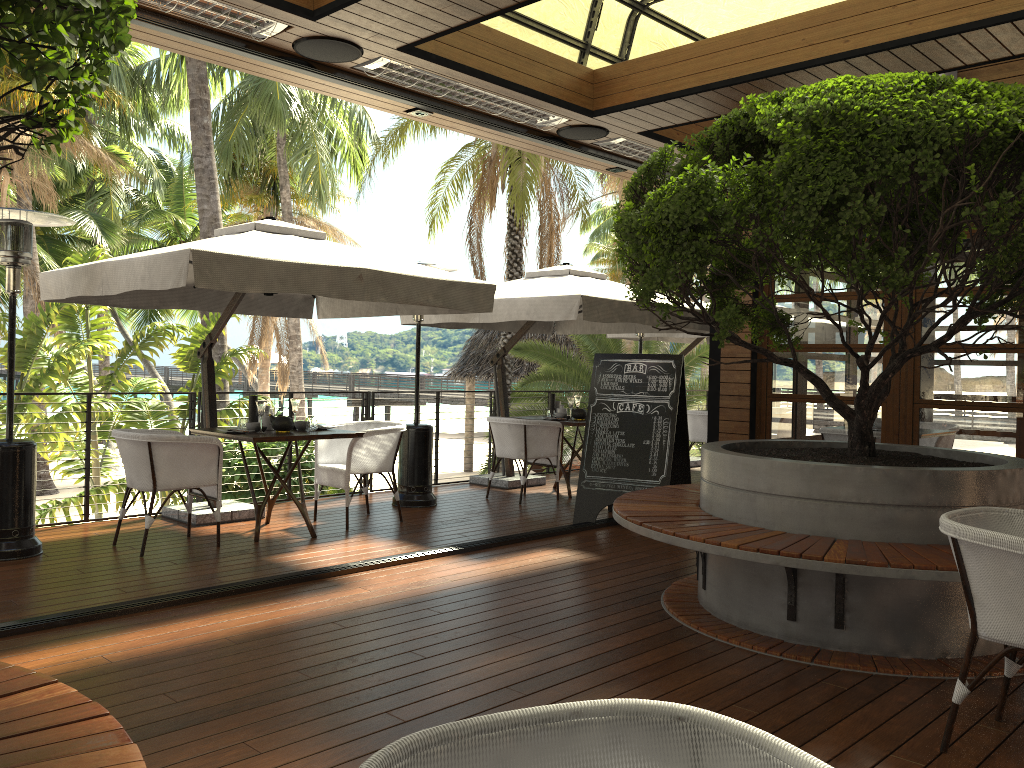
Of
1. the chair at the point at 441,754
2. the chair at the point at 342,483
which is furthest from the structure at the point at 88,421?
the chair at the point at 441,754

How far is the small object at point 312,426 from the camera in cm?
655

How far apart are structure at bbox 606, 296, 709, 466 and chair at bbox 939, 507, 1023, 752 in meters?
7.3

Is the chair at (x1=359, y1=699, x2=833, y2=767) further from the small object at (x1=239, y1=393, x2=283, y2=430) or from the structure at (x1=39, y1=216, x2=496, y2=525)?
the small object at (x1=239, y1=393, x2=283, y2=430)

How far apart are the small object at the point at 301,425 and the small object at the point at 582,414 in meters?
3.1 m

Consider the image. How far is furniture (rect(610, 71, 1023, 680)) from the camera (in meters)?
3.41

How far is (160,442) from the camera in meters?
5.6 m

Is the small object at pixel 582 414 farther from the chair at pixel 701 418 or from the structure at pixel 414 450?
the chair at pixel 701 418

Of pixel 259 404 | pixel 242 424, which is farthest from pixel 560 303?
pixel 242 424

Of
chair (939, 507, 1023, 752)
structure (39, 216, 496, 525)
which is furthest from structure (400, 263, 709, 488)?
chair (939, 507, 1023, 752)
